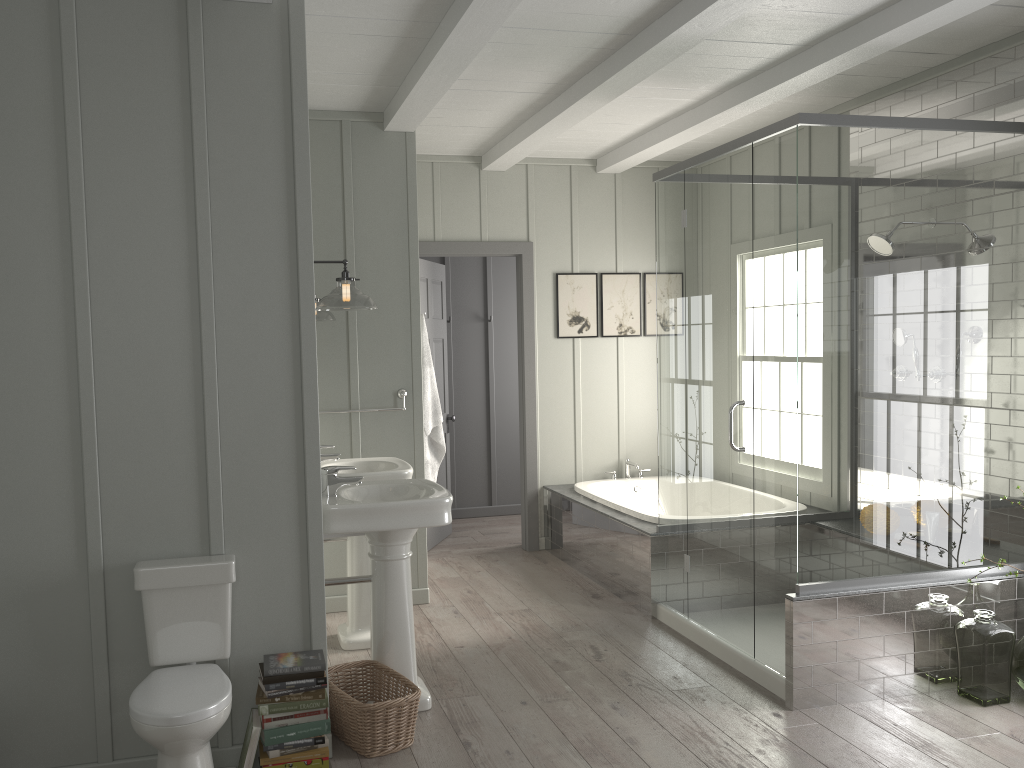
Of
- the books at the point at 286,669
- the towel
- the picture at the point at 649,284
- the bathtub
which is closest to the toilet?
the books at the point at 286,669

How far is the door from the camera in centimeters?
616cm

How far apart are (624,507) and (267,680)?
2.8m

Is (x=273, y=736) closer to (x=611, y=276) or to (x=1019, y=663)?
(x=1019, y=663)

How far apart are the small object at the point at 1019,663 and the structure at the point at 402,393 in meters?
3.2

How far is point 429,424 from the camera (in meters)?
5.09

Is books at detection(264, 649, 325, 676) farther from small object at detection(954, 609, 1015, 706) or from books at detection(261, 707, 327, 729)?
small object at detection(954, 609, 1015, 706)

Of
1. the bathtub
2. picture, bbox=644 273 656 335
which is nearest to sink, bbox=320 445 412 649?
the bathtub

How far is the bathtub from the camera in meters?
5.3

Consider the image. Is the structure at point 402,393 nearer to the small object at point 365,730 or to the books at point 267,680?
the small object at point 365,730
